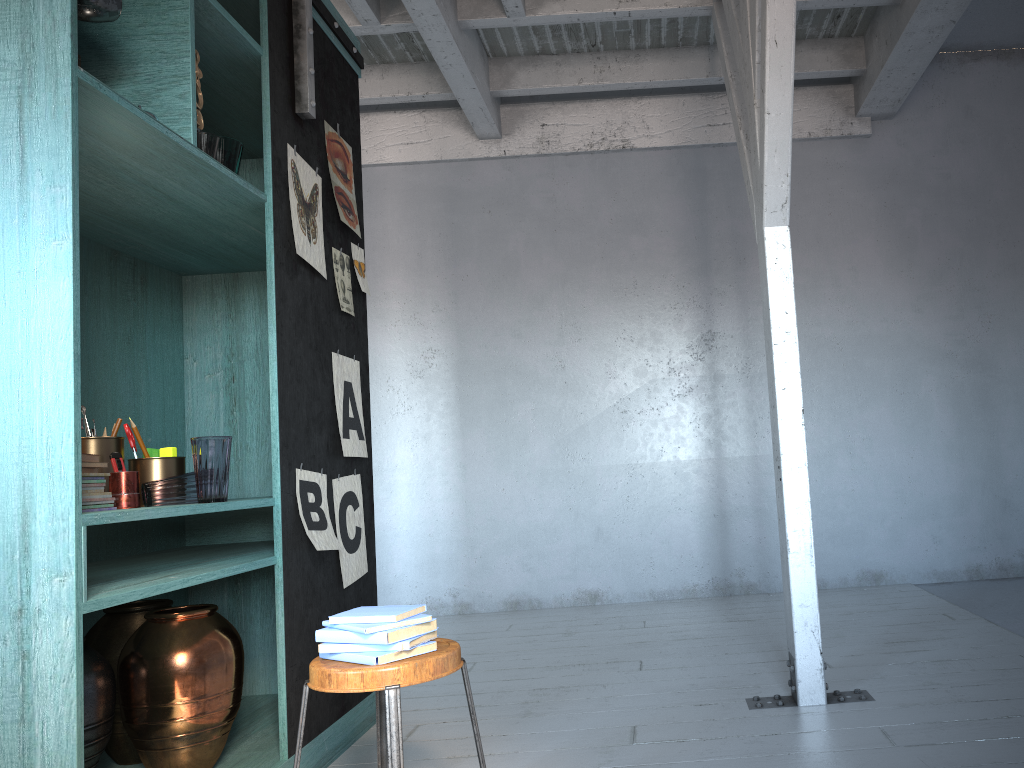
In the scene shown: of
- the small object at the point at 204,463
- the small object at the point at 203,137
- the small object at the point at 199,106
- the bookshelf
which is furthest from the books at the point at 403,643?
the small object at the point at 199,106

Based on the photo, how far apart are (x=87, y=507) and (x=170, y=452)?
0.59m

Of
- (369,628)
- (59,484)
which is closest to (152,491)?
(59,484)

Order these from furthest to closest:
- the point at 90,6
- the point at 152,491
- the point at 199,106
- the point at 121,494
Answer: the point at 199,106, the point at 152,491, the point at 121,494, the point at 90,6

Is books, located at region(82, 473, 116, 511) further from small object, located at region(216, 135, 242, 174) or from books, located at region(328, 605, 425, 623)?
small object, located at region(216, 135, 242, 174)

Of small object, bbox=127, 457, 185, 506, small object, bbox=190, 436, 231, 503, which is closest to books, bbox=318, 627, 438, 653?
small object, bbox=190, 436, 231, 503

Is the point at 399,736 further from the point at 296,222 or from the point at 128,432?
the point at 296,222

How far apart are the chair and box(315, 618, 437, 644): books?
0.1 meters

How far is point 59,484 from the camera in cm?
229

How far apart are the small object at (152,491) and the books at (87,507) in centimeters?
18cm
